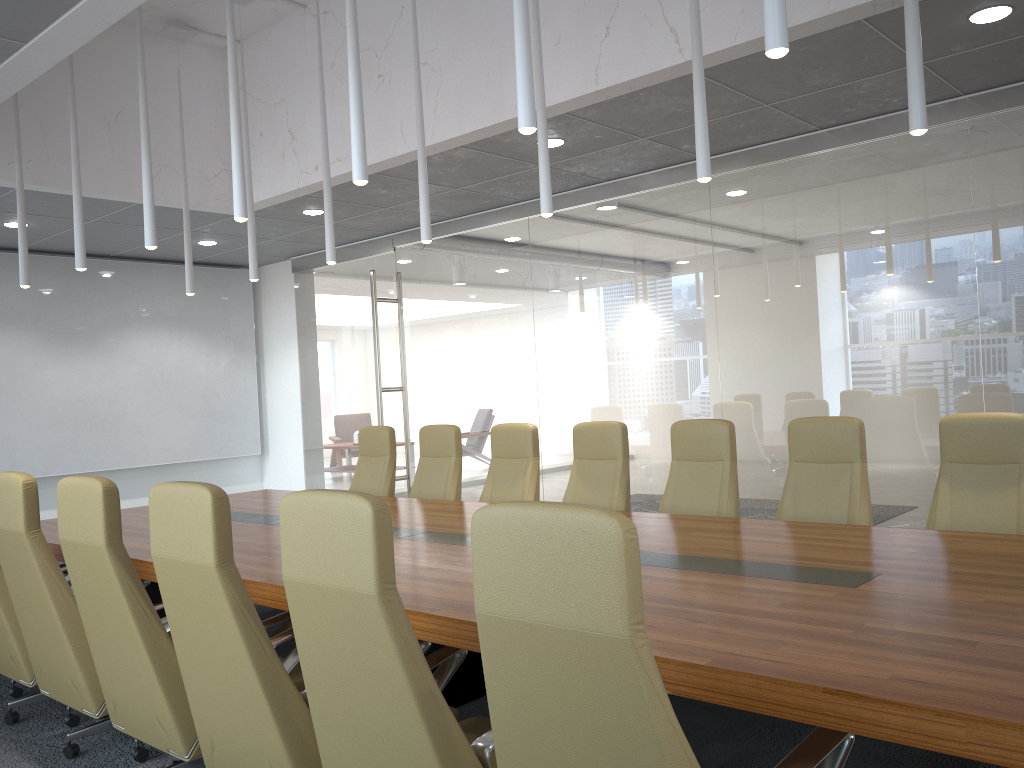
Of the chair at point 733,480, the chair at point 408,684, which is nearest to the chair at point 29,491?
the chair at point 408,684

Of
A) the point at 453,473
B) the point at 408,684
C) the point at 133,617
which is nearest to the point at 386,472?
the point at 453,473

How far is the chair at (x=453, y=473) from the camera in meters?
7.0 m

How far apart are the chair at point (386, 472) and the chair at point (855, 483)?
3.5m

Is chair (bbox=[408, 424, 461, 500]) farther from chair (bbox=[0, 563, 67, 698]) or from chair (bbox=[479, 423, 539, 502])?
chair (bbox=[0, 563, 67, 698])

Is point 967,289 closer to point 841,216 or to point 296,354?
point 841,216

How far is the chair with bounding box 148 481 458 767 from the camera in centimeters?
287cm

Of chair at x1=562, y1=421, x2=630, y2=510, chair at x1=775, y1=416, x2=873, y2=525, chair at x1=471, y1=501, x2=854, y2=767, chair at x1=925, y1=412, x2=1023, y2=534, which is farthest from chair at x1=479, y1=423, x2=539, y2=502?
chair at x1=471, y1=501, x2=854, y2=767

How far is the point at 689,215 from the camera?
7.6 meters

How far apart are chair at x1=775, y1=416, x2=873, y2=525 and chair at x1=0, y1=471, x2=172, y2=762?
3.4 meters
